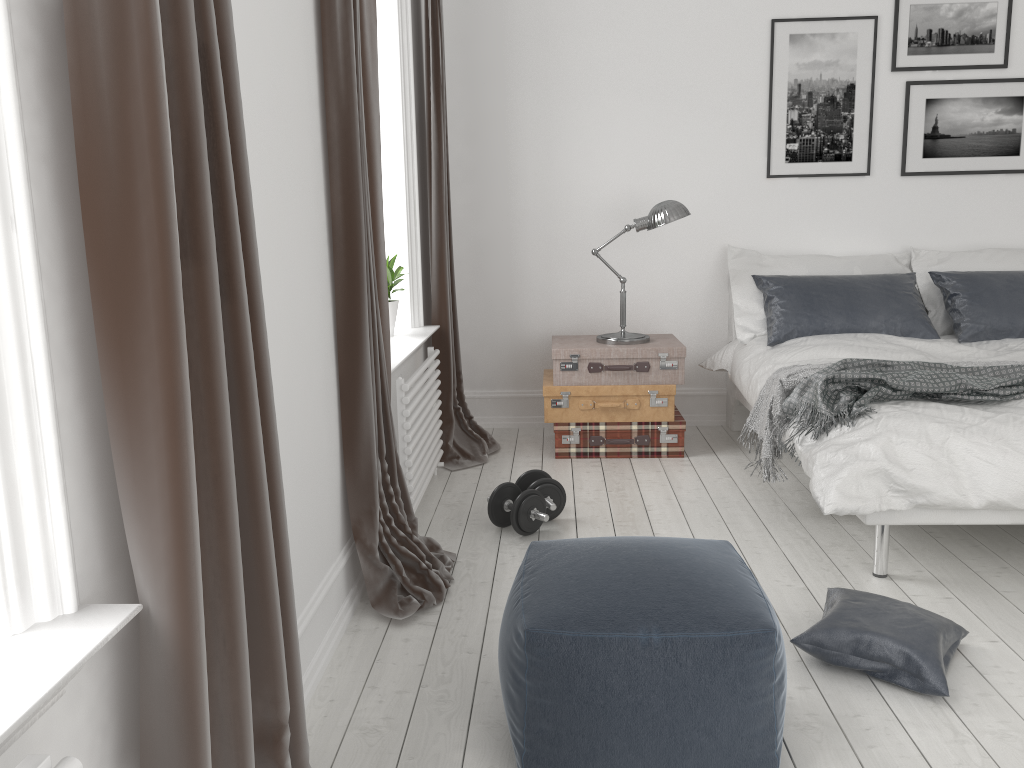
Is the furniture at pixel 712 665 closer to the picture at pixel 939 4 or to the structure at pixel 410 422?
the structure at pixel 410 422

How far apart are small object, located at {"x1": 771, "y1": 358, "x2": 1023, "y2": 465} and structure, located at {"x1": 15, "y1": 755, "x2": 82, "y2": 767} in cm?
254

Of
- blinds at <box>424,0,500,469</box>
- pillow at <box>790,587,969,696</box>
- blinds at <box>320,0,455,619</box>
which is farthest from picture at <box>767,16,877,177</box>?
pillow at <box>790,587,969,696</box>

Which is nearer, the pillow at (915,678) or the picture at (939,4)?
the pillow at (915,678)

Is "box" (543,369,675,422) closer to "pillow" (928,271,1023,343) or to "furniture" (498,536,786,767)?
"pillow" (928,271,1023,343)

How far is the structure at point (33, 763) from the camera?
1.0 meters

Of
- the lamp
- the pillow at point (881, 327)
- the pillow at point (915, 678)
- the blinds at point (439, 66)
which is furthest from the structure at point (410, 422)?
the pillow at point (881, 327)

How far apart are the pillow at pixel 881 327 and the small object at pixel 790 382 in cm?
61

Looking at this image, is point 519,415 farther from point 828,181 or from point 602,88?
point 828,181

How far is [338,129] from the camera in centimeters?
248cm
